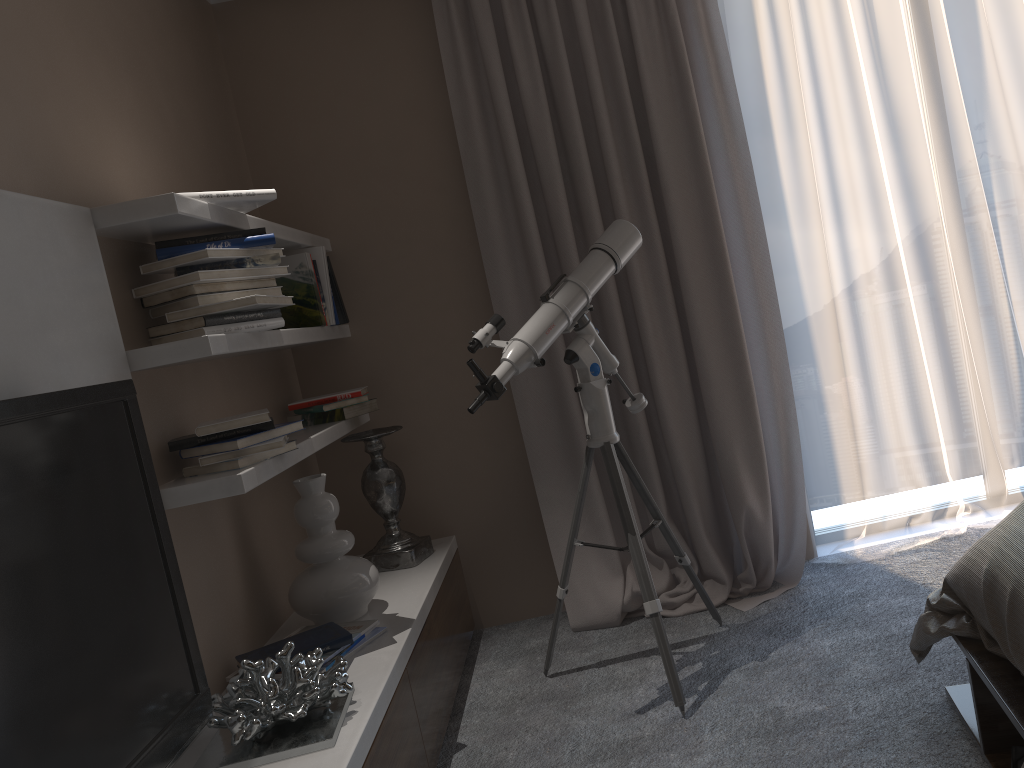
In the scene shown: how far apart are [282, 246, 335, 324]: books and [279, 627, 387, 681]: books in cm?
119

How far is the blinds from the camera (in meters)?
3.13

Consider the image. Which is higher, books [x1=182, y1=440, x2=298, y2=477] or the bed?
books [x1=182, y1=440, x2=298, y2=477]

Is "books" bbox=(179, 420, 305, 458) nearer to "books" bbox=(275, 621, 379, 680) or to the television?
the television

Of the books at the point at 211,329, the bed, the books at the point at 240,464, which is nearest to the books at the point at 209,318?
the books at the point at 211,329

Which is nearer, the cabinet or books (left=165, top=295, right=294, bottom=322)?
the cabinet

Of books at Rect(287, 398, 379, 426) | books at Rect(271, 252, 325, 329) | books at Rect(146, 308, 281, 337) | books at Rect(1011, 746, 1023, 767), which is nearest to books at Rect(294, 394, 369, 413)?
books at Rect(287, 398, 379, 426)

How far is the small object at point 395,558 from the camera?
3.12m

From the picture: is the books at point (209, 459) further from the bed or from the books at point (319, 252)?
the bed

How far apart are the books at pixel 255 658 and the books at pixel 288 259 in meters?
1.1
